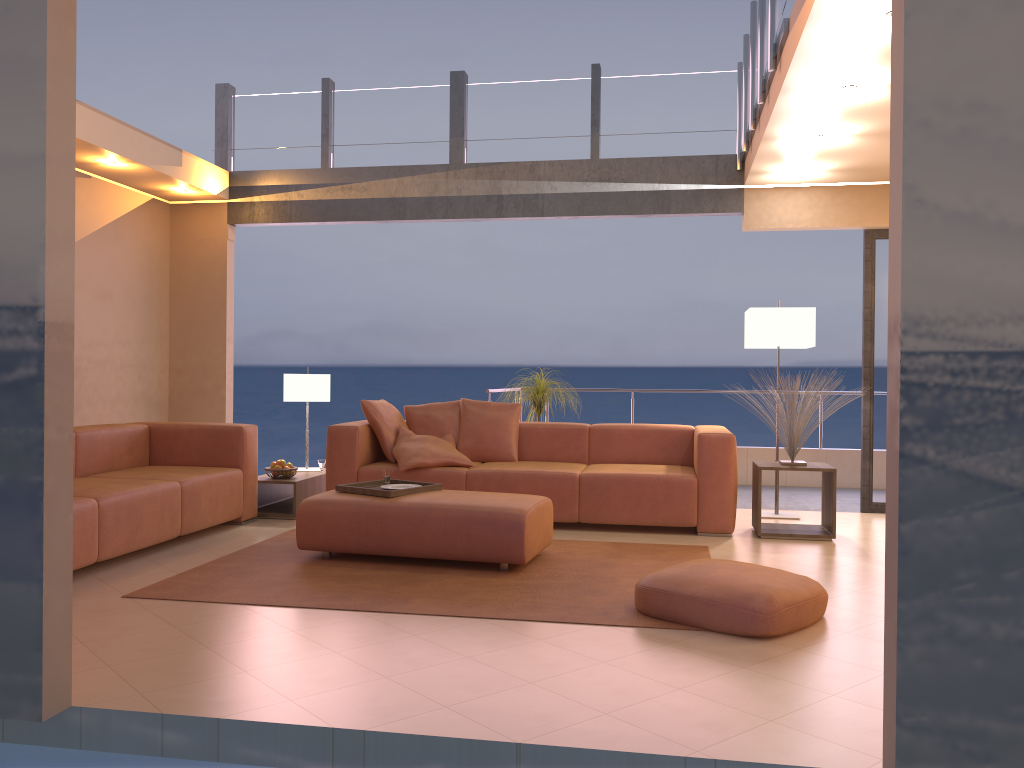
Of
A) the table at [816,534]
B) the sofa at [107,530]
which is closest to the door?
the table at [816,534]

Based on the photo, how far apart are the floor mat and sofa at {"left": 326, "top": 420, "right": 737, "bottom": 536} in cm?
45

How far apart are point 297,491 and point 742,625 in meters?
3.6 m

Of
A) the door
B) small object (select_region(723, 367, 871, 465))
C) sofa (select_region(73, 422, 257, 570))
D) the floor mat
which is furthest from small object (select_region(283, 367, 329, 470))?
the door

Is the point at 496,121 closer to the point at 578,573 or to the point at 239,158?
the point at 239,158

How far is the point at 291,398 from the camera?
6.7 meters

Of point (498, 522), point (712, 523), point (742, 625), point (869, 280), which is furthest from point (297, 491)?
point (869, 280)

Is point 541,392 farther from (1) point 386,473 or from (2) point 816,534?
(2) point 816,534

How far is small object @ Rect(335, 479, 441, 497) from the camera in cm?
478

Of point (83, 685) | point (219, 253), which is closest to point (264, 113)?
point (219, 253)
